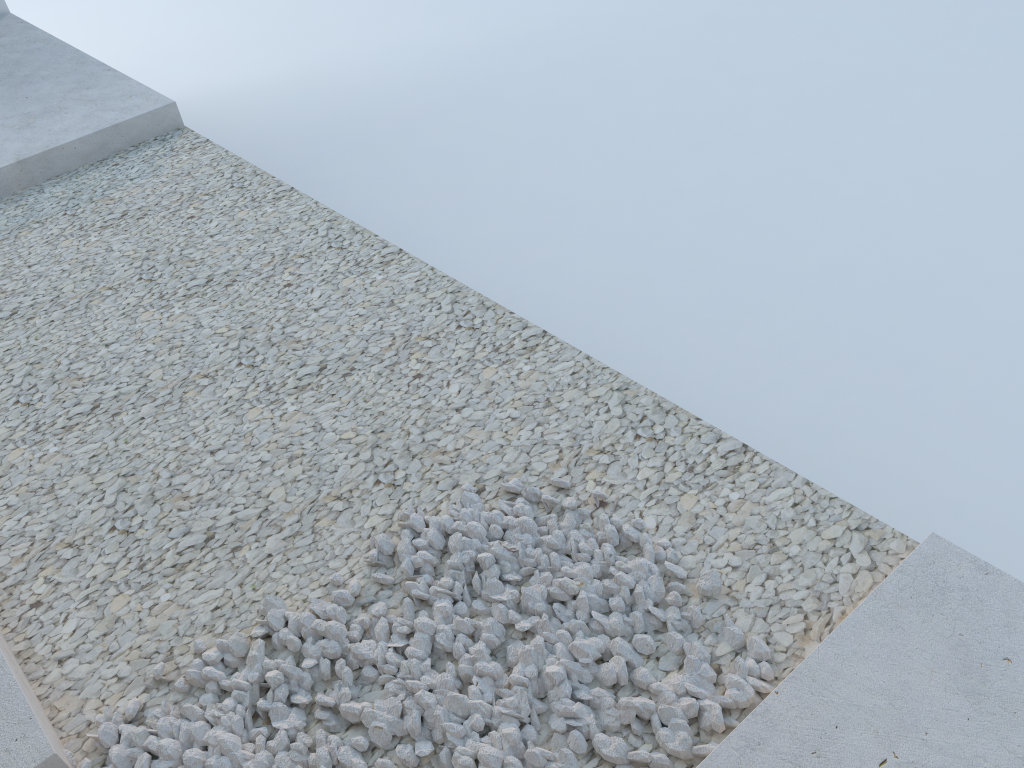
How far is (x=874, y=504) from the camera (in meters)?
2.86
